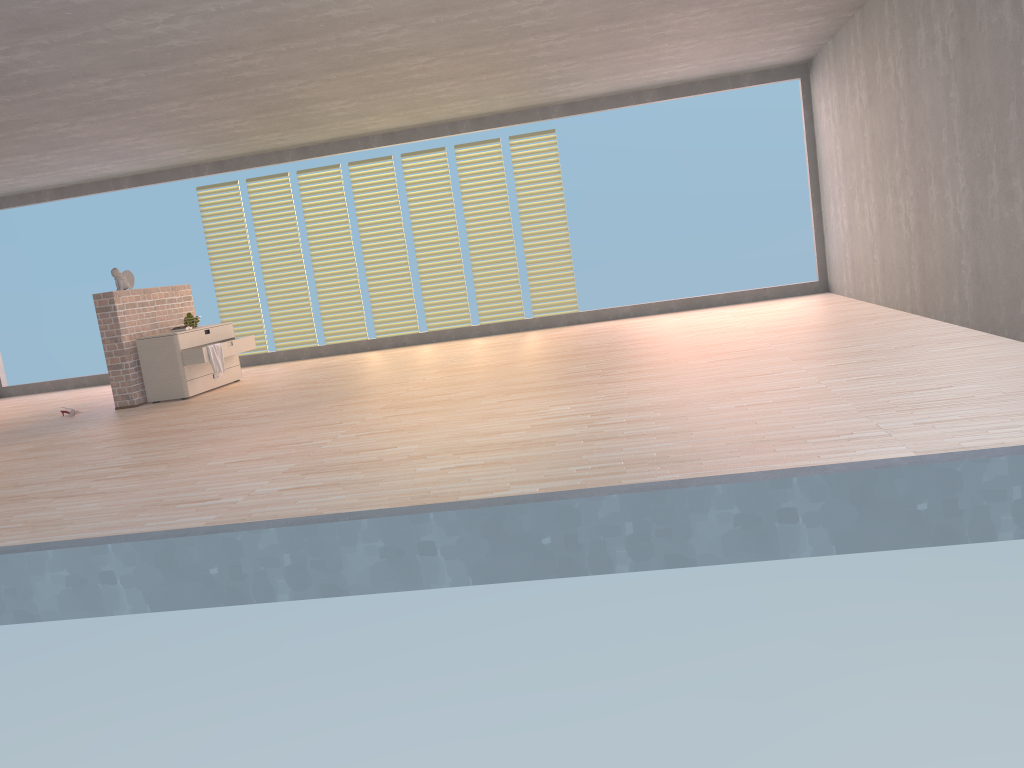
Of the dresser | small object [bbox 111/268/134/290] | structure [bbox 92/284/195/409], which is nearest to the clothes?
the dresser

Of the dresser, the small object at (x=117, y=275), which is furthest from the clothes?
the small object at (x=117, y=275)

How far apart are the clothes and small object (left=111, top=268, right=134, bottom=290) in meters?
1.0

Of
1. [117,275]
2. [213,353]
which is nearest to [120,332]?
[117,275]

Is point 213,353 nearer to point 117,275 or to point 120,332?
point 120,332

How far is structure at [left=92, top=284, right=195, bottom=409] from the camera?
7.9m

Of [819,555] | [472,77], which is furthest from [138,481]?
[472,77]

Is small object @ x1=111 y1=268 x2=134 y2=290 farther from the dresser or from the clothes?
the clothes

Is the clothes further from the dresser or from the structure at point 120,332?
the structure at point 120,332

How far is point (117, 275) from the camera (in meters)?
8.14
